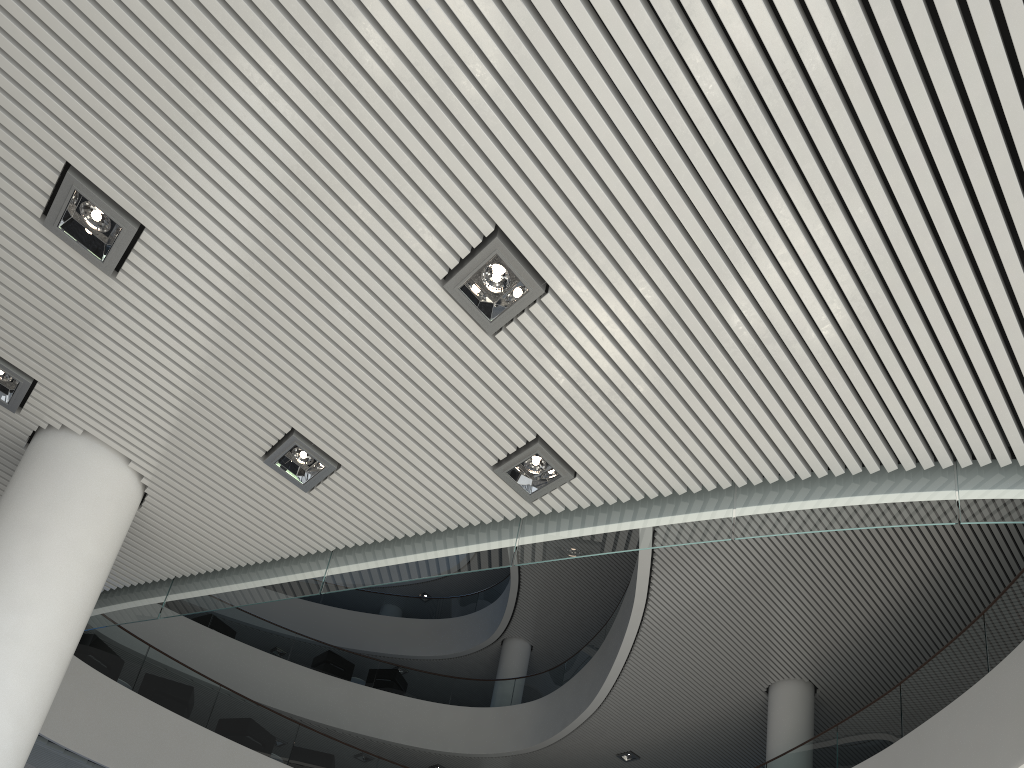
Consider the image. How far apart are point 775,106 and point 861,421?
1.06m
